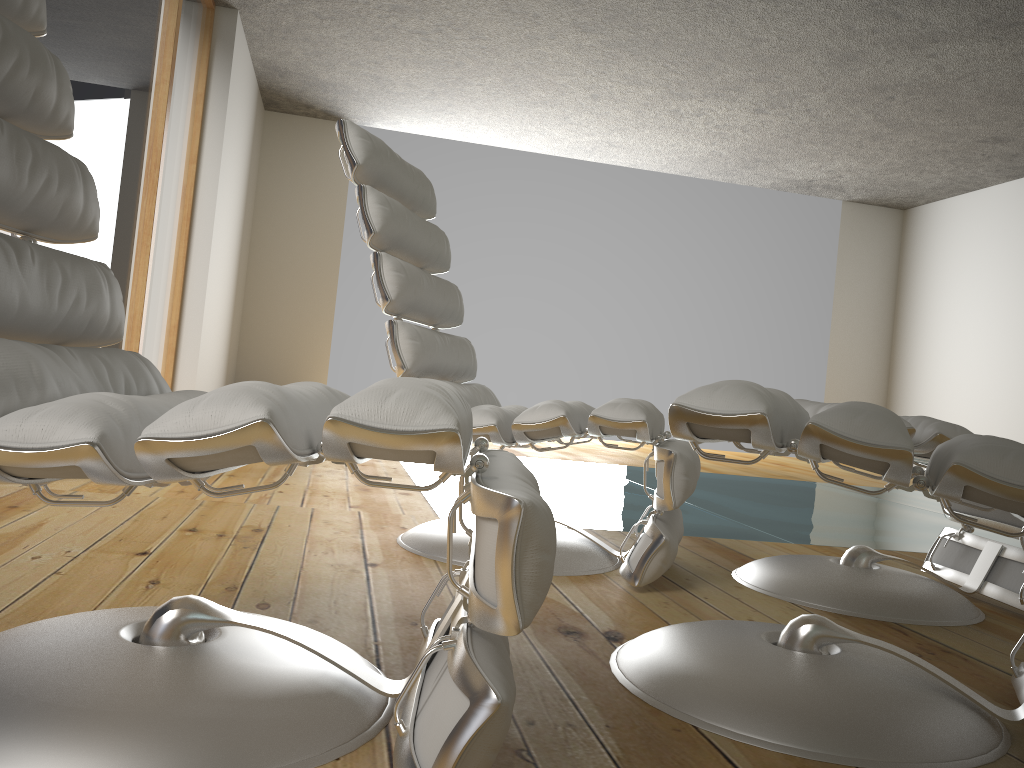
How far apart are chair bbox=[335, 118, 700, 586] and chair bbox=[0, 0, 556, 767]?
0.62m

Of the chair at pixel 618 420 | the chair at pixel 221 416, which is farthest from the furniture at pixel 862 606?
the chair at pixel 221 416

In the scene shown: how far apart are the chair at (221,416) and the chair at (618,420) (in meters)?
0.62

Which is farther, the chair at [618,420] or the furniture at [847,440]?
the chair at [618,420]

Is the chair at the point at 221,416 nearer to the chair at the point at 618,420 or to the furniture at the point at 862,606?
the chair at the point at 618,420

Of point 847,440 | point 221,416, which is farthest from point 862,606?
point 221,416

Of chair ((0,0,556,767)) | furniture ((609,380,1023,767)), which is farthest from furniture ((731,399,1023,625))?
chair ((0,0,556,767))

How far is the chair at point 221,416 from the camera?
0.8m

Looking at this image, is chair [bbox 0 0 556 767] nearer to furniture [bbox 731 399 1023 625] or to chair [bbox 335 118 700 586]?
chair [bbox 335 118 700 586]

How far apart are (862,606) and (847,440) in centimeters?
96cm
